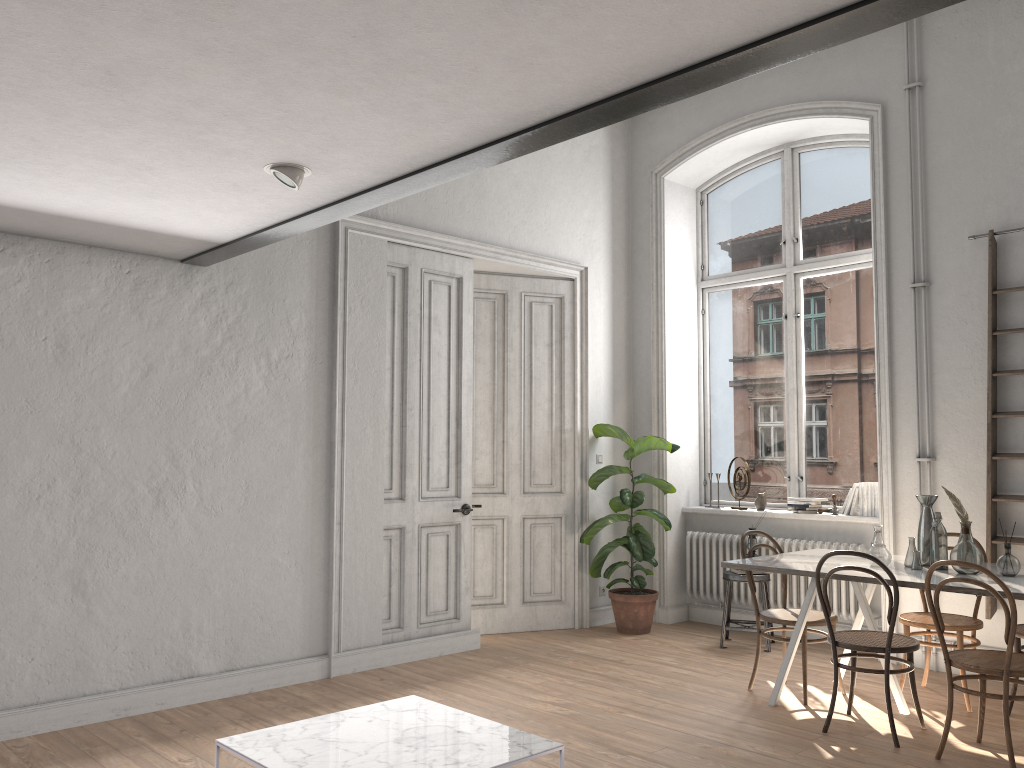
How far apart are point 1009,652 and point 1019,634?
1.0 meters

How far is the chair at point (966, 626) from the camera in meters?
4.9 m

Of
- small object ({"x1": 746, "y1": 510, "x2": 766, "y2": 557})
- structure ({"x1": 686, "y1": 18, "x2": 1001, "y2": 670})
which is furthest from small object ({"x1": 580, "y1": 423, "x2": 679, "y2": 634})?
small object ({"x1": 746, "y1": 510, "x2": 766, "y2": 557})

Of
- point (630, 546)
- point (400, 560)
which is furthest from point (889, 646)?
point (400, 560)

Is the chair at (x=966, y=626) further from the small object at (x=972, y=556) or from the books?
the books

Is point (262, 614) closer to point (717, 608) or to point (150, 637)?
point (150, 637)

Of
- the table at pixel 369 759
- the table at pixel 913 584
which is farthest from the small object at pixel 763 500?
the table at pixel 369 759

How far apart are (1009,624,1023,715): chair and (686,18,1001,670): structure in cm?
125

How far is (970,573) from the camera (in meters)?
4.46

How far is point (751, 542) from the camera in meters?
6.5
